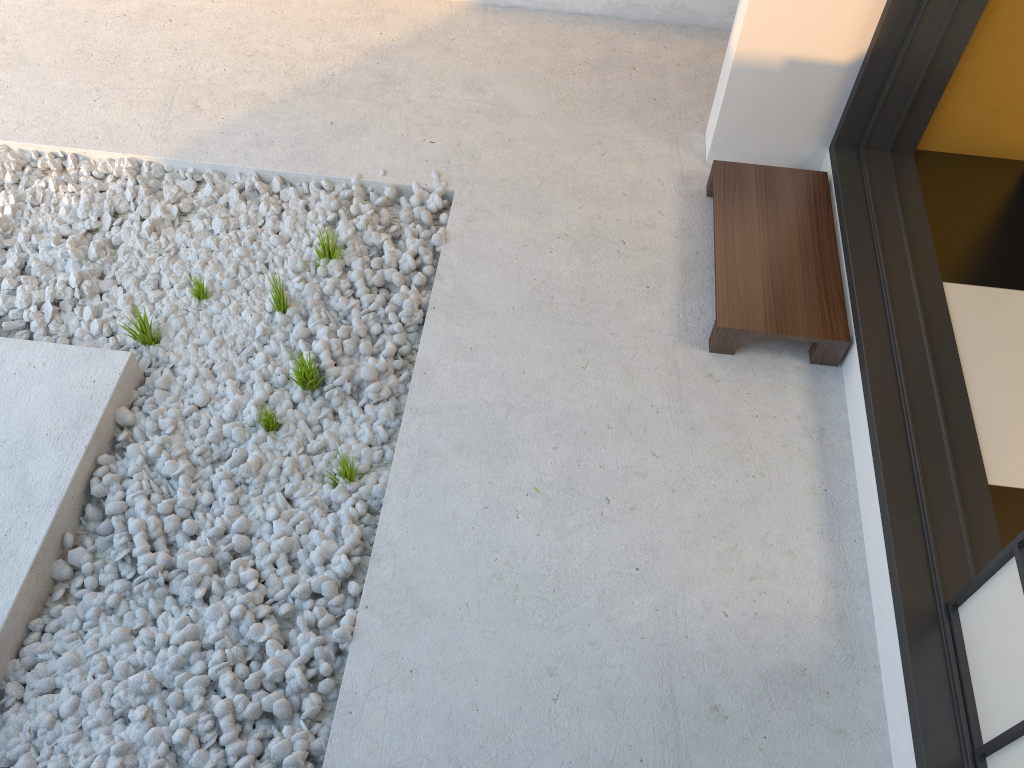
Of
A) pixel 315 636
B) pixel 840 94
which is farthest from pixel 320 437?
pixel 840 94

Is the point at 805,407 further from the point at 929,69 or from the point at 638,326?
the point at 929,69

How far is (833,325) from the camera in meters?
2.4 m

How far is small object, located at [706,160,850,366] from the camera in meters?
2.4

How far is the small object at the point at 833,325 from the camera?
2.36m
